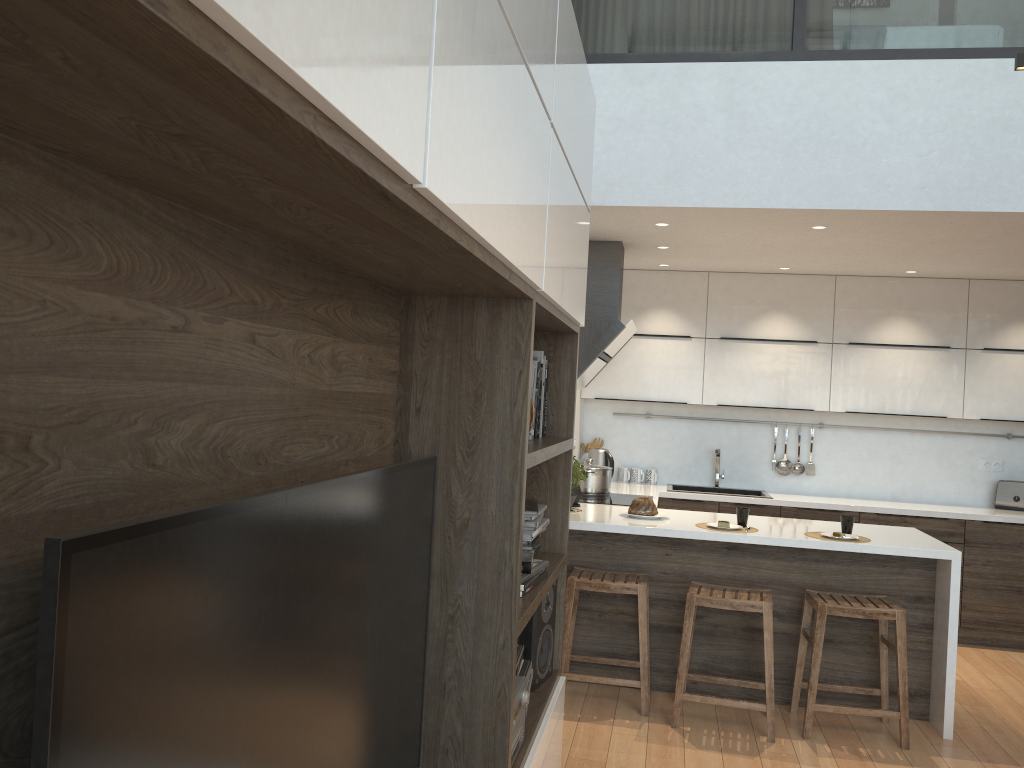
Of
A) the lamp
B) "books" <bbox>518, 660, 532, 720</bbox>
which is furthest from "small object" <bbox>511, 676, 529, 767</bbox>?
the lamp

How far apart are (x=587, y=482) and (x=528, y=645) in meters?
2.7

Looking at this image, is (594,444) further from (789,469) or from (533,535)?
(533,535)

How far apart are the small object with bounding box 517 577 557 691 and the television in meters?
0.9 m

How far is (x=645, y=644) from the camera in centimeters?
411cm

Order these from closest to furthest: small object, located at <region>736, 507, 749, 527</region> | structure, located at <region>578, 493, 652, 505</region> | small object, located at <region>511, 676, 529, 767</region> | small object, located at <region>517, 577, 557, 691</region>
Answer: small object, located at <region>511, 676, 529, 767</region> → small object, located at <region>517, 577, 557, 691</region> → small object, located at <region>736, 507, 749, 527</region> → structure, located at <region>578, 493, 652, 505</region>

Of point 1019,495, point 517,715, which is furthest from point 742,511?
point 1019,495

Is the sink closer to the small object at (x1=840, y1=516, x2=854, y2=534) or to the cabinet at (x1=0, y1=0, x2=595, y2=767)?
the small object at (x1=840, y1=516, x2=854, y2=534)

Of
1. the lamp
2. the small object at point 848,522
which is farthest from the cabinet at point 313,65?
the small object at point 848,522

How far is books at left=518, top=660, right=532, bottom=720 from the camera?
2.6m
